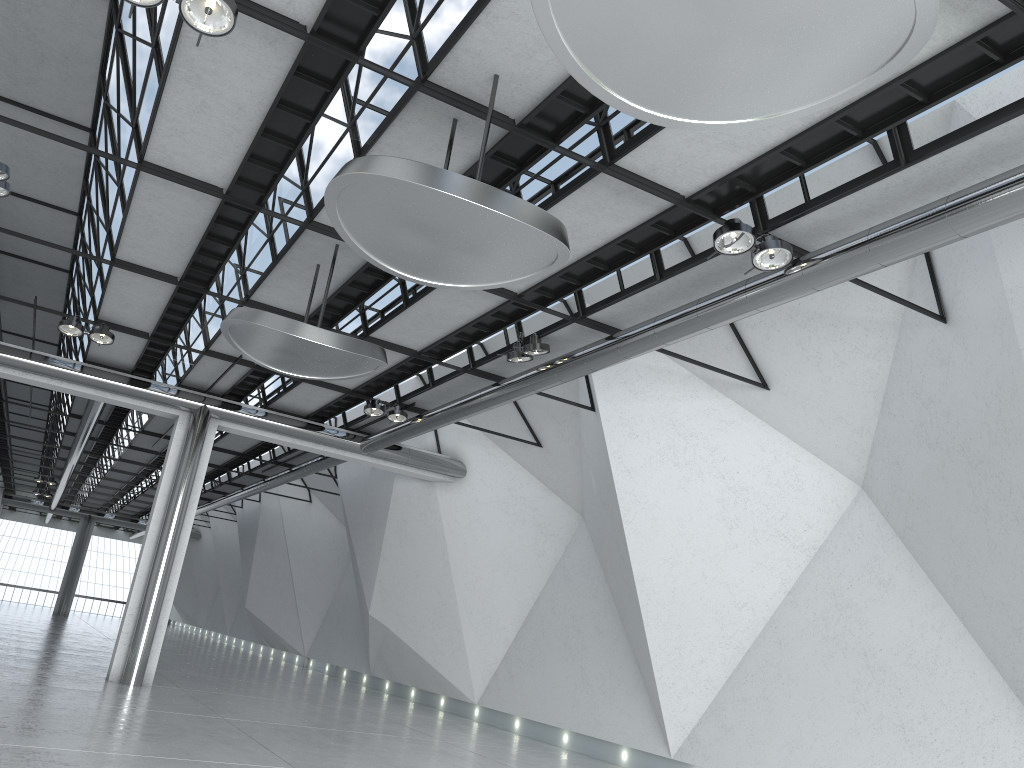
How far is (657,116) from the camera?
25.8m
